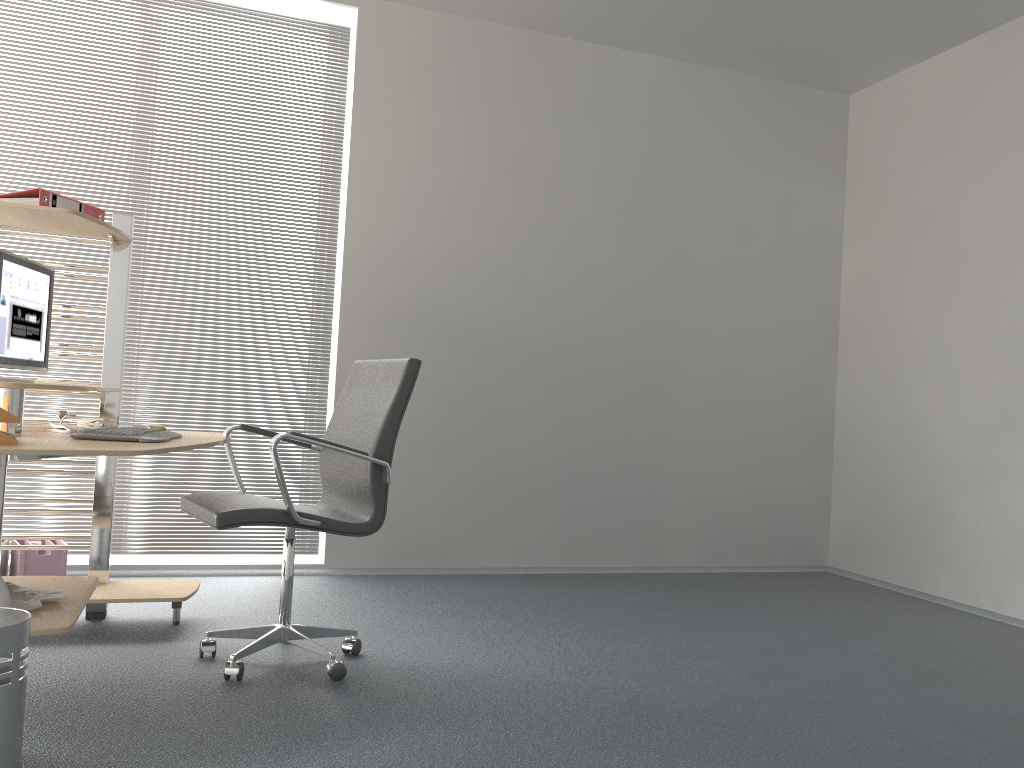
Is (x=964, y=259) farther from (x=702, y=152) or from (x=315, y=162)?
(x=315, y=162)

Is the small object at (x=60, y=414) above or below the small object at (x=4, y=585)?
above

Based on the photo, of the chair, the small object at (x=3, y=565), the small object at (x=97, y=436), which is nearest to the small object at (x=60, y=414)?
the small object at (x=97, y=436)

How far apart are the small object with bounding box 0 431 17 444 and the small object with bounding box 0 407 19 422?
0.0m

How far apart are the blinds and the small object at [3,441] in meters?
2.1

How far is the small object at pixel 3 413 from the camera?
2.2m

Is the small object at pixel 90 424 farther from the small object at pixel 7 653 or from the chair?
the small object at pixel 7 653

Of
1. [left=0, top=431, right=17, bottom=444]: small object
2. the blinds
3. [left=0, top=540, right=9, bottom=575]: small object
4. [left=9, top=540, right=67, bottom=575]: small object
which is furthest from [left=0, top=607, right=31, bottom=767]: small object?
the blinds

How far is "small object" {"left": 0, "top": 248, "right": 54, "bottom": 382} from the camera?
2.83m

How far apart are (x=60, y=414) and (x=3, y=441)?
1.1m
